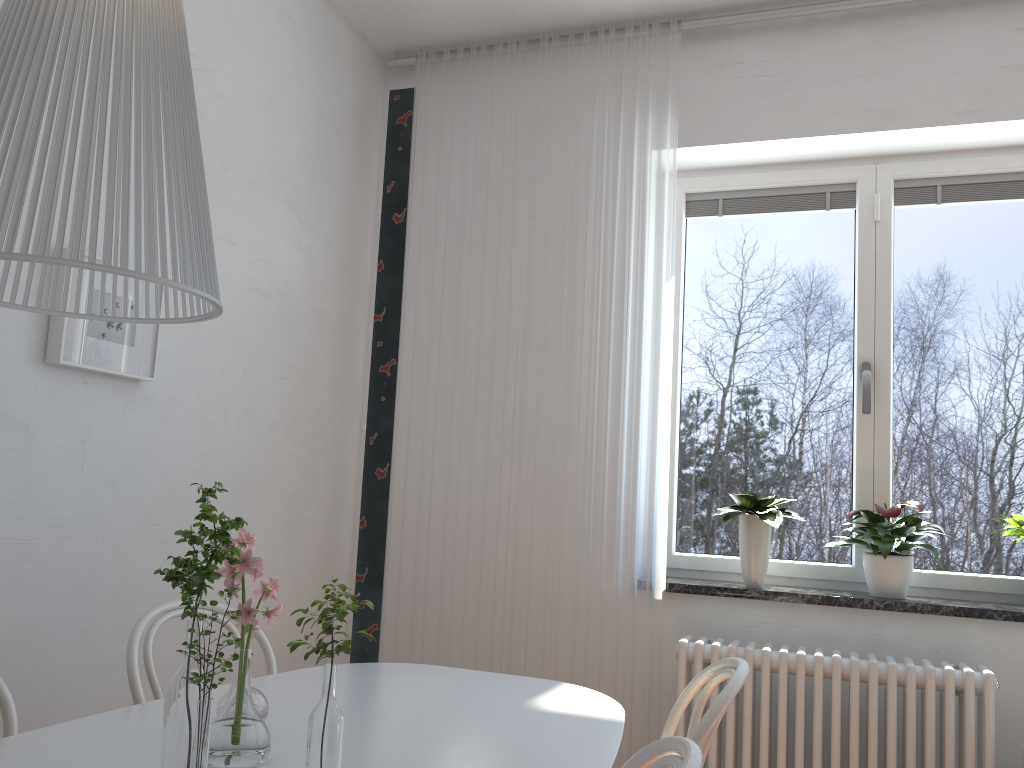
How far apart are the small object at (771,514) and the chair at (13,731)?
2.06m

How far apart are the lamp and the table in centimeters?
69cm

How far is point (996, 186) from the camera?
3.0m

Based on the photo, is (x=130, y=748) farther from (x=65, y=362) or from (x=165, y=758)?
(x=65, y=362)

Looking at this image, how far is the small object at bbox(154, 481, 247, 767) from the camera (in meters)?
1.13

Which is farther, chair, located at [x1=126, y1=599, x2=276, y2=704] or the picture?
the picture

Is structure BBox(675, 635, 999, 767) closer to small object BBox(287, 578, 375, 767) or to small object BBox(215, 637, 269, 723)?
small object BBox(215, 637, 269, 723)

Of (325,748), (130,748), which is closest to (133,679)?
(130,748)

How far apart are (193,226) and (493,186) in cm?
247

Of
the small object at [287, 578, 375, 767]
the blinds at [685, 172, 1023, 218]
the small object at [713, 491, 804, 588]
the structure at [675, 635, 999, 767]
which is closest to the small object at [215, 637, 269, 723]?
the small object at [287, 578, 375, 767]
